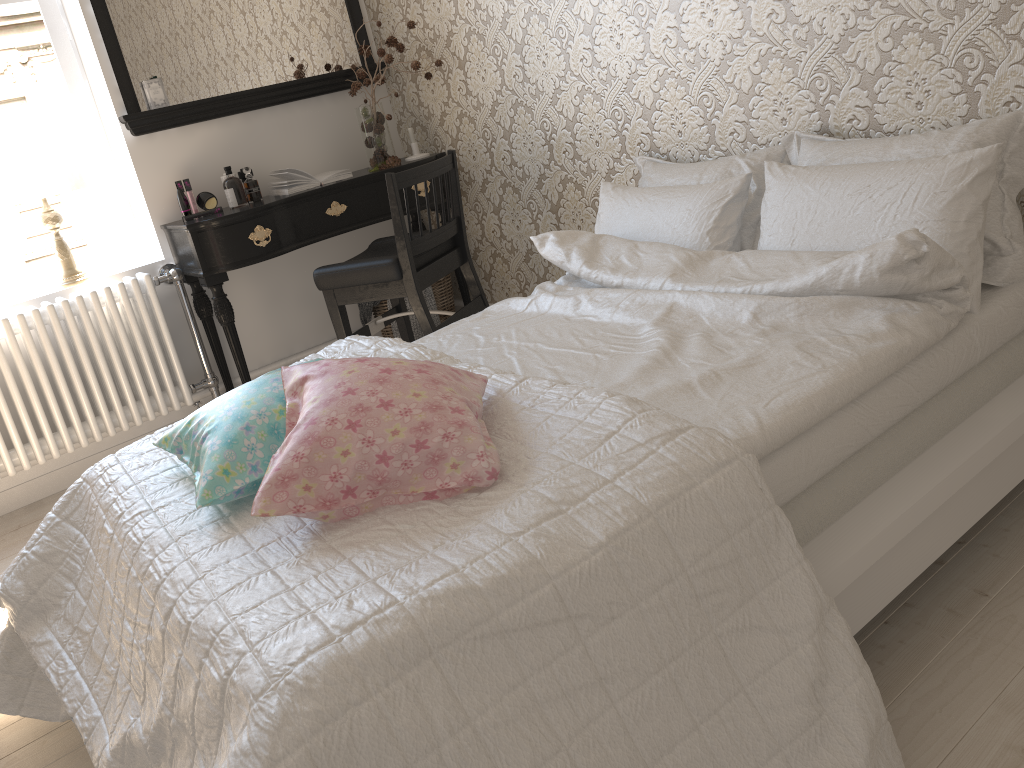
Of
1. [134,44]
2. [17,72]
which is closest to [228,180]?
[134,44]

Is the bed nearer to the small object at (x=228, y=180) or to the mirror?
the small object at (x=228, y=180)

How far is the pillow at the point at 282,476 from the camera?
1.3 meters

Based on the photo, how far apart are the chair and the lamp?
0.9 meters

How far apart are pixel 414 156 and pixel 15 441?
1.80m

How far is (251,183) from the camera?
3.3m

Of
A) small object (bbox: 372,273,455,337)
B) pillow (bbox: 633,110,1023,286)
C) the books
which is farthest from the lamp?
pillow (bbox: 633,110,1023,286)

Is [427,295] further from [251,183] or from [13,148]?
[13,148]

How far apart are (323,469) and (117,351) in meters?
2.2

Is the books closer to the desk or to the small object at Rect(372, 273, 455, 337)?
the desk
